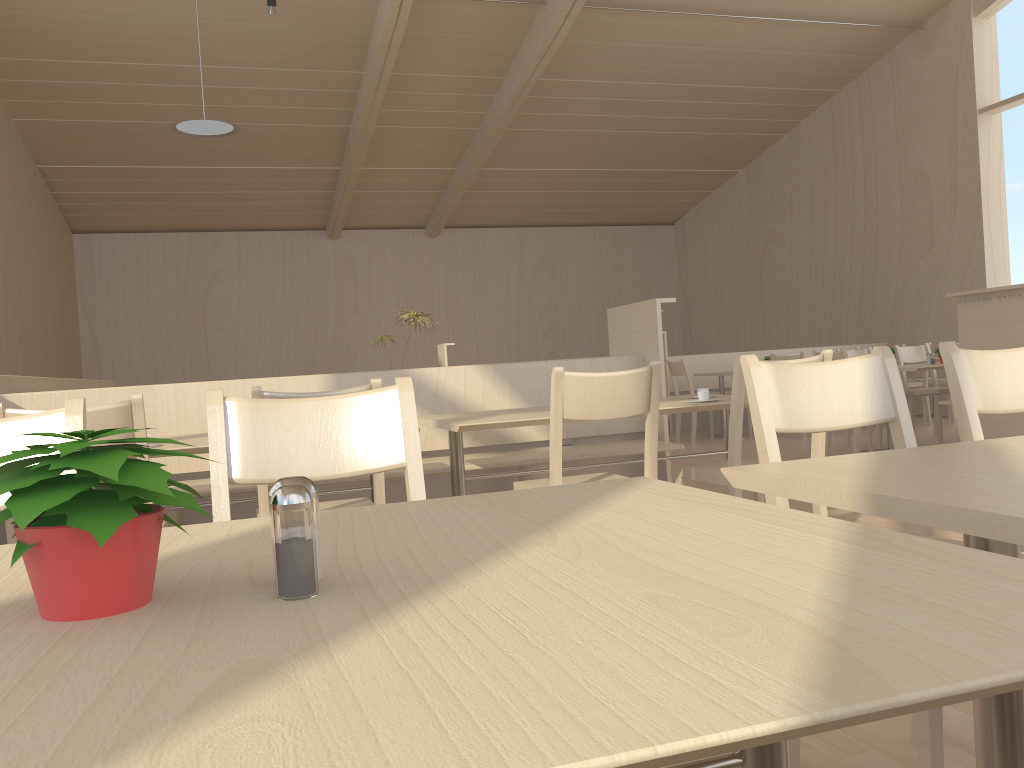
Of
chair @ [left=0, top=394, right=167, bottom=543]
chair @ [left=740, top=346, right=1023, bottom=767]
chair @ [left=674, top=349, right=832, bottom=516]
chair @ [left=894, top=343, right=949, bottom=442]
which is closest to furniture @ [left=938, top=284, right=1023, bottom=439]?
chair @ [left=894, top=343, right=949, bottom=442]

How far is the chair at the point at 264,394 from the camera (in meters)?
2.27

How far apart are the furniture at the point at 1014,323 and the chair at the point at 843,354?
0.7m

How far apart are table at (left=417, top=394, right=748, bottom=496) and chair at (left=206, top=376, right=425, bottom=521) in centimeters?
129cm

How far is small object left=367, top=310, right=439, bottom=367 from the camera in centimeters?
930cm

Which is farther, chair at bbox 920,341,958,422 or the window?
the window

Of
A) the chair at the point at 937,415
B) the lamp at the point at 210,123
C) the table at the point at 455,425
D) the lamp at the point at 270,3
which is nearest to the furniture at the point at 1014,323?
the chair at the point at 937,415

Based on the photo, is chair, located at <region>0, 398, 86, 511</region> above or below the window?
below

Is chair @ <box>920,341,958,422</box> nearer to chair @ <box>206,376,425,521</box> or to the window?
the window

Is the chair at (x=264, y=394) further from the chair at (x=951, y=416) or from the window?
the window
